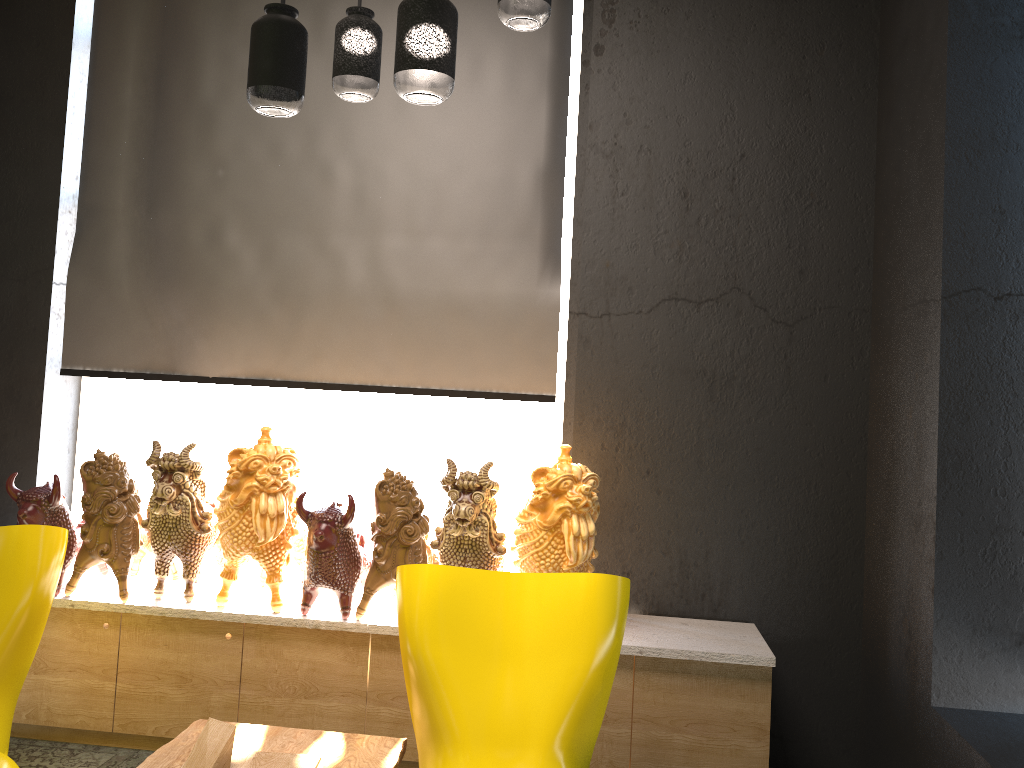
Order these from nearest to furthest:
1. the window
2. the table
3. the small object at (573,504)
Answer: the table
the small object at (573,504)
the window

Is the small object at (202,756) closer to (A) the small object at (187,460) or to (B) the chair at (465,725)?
(B) the chair at (465,725)

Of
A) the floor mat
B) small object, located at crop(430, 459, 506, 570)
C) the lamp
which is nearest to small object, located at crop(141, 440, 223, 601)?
the floor mat

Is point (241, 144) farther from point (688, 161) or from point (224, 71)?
point (688, 161)

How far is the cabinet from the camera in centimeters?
302cm

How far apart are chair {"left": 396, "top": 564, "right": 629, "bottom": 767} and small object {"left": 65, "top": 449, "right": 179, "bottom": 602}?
1.31m

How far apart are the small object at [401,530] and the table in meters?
0.5

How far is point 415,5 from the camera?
1.69m

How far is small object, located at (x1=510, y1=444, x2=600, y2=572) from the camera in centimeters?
297cm

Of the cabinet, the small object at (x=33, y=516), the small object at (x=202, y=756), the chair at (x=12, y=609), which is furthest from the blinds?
the small object at (x=202, y=756)
